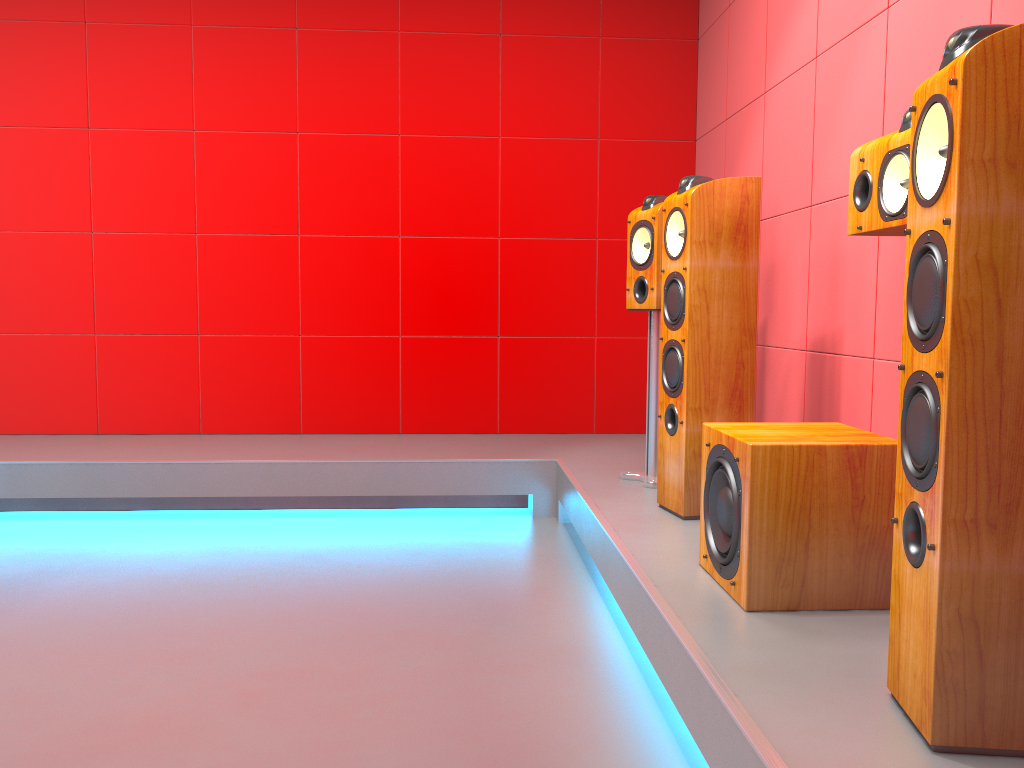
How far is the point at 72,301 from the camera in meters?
4.4

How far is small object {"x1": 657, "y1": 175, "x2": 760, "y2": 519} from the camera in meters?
2.6

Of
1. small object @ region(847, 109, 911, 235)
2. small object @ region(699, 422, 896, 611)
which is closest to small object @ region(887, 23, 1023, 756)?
small object @ region(699, 422, 896, 611)

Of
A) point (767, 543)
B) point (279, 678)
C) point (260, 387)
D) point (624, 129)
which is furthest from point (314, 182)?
point (767, 543)

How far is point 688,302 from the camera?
2.6 meters

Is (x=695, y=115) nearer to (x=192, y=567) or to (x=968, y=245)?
(x=192, y=567)

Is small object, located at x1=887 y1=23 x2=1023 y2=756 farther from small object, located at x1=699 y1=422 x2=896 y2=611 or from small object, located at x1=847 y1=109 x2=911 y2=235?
small object, located at x1=847 y1=109 x2=911 y2=235

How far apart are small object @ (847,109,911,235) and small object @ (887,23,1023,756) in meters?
0.6 m

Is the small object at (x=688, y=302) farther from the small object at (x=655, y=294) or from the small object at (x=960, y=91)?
the small object at (x=960, y=91)

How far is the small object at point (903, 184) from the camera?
2.0m
